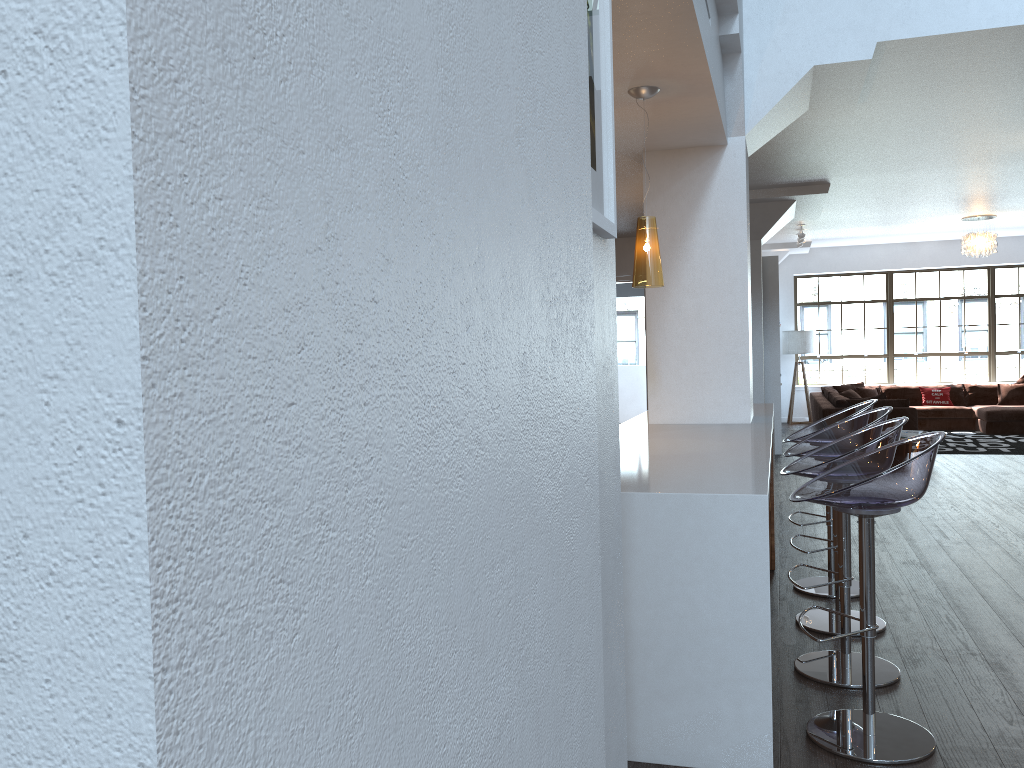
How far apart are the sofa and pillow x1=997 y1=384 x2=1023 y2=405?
0.1m

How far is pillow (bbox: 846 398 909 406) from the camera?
10.61m

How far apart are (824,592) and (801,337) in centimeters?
1078cm

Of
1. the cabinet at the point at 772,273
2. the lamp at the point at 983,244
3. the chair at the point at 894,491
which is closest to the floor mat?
the cabinet at the point at 772,273

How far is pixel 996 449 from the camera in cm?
1065

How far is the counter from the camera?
2.7 meters

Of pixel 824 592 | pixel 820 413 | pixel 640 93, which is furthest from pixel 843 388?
pixel 640 93

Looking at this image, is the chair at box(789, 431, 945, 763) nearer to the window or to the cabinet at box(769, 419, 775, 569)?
the cabinet at box(769, 419, 775, 569)

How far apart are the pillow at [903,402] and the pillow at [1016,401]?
3.76m

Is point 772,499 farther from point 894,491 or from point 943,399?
point 943,399
